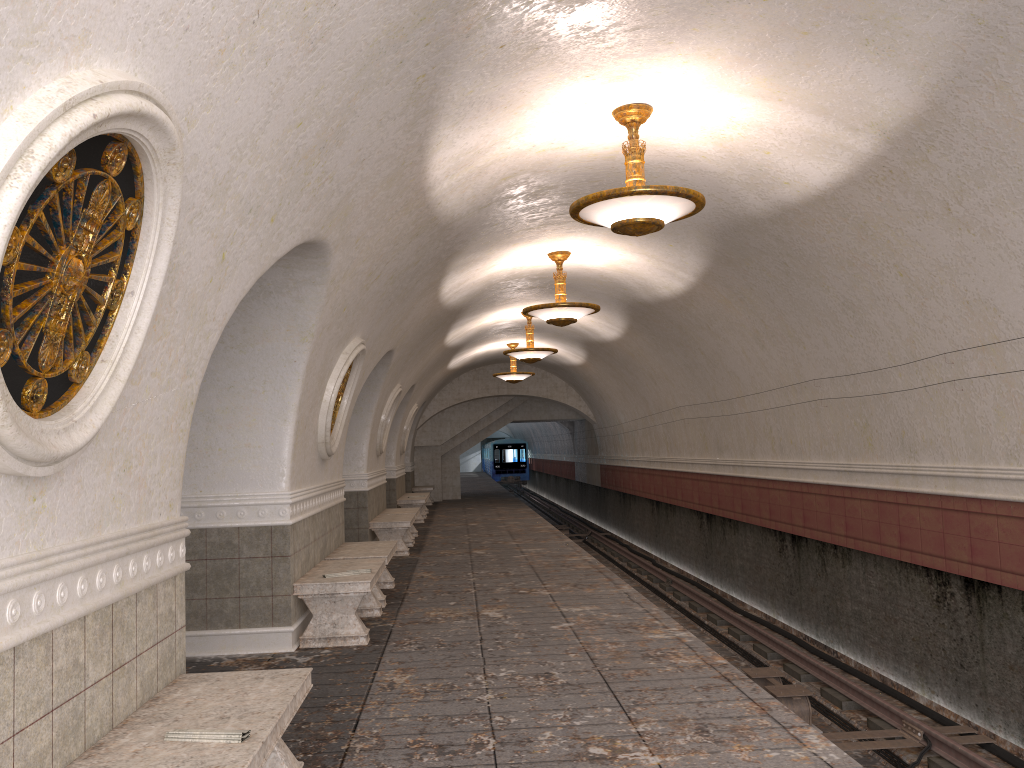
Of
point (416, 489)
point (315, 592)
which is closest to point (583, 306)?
point (315, 592)

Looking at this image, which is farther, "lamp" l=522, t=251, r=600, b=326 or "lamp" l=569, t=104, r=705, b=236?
"lamp" l=522, t=251, r=600, b=326

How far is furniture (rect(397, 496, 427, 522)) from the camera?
18.9m

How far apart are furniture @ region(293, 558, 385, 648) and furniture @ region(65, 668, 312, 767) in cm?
288

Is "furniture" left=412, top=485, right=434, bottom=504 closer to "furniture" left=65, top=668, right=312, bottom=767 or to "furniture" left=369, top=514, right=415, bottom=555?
"furniture" left=369, top=514, right=415, bottom=555

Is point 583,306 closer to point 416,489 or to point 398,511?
point 398,511

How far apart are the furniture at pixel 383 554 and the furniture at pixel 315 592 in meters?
0.4

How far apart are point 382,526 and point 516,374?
8.25m

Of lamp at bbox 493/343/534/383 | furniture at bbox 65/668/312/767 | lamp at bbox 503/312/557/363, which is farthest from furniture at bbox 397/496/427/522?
furniture at bbox 65/668/312/767

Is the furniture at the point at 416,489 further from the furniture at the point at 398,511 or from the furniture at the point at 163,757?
the furniture at the point at 163,757
